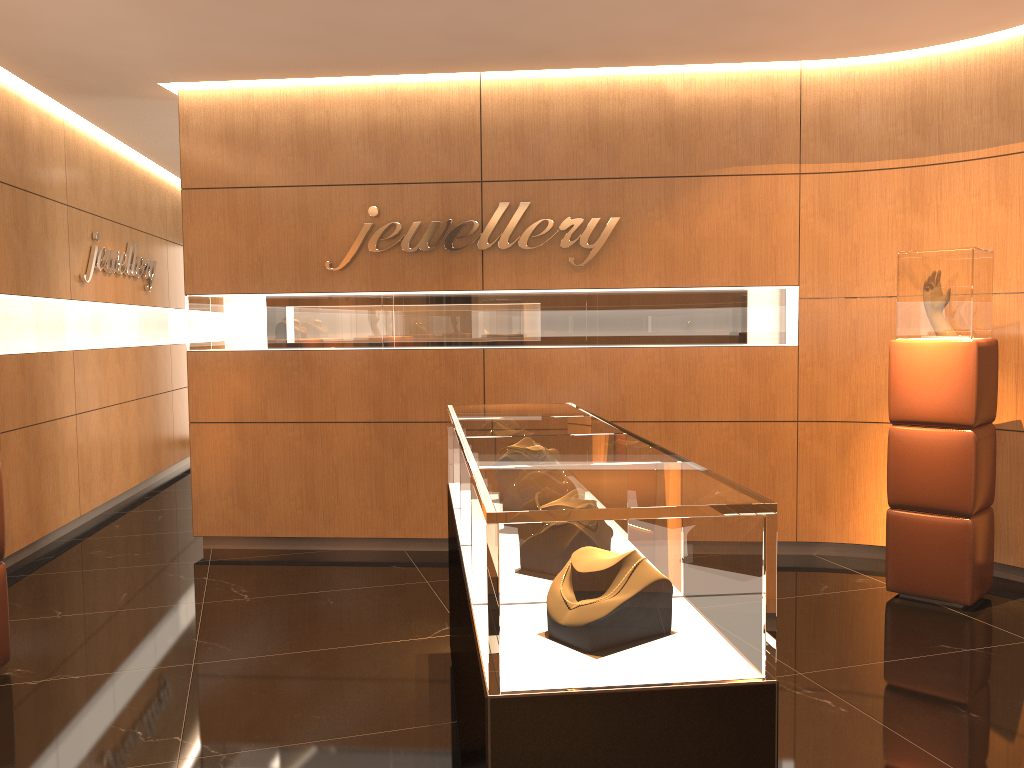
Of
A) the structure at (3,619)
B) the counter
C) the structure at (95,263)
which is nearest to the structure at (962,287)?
the counter

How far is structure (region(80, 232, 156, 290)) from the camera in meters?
7.5

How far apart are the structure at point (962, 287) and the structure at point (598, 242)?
1.8m

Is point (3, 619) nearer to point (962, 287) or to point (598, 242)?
point (598, 242)

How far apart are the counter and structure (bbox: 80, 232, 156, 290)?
4.6m

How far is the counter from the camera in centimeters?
178cm

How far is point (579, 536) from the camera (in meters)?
1.78

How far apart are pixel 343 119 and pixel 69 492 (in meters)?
3.64

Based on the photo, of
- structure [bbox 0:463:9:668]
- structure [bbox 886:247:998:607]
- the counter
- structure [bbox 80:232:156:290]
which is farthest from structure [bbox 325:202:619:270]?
structure [bbox 0:463:9:668]

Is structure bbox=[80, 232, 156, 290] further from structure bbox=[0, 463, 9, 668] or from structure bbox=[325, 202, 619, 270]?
structure bbox=[0, 463, 9, 668]
